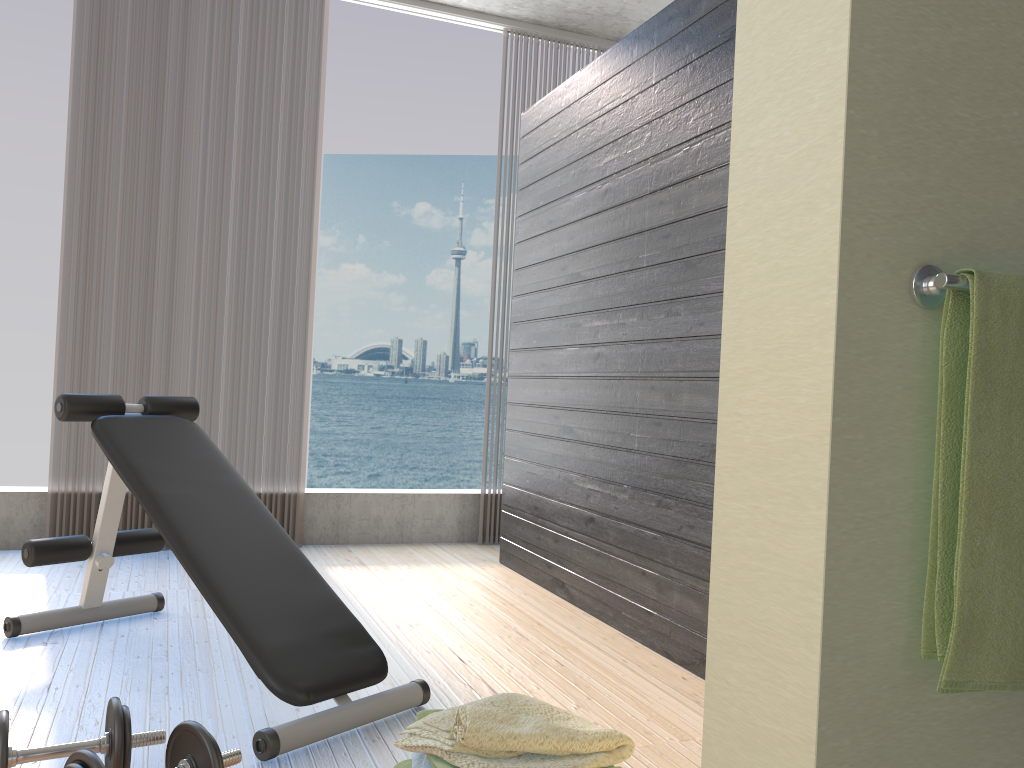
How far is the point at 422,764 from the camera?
1.7 meters

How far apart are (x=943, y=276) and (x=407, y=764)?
1.4m

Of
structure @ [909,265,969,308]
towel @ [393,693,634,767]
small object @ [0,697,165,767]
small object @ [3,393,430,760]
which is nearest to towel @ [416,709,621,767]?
towel @ [393,693,634,767]

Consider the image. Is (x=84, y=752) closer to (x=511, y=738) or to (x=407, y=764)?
(x=407, y=764)

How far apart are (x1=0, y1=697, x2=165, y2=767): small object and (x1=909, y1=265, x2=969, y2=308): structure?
1.59m

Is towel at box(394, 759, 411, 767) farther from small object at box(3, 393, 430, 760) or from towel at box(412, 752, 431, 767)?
small object at box(3, 393, 430, 760)

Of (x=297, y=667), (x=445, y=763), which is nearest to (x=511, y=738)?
(x=445, y=763)

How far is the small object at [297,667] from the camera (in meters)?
2.06

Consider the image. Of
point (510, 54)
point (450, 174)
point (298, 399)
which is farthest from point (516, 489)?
point (450, 174)

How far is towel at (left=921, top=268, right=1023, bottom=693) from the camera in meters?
0.9
